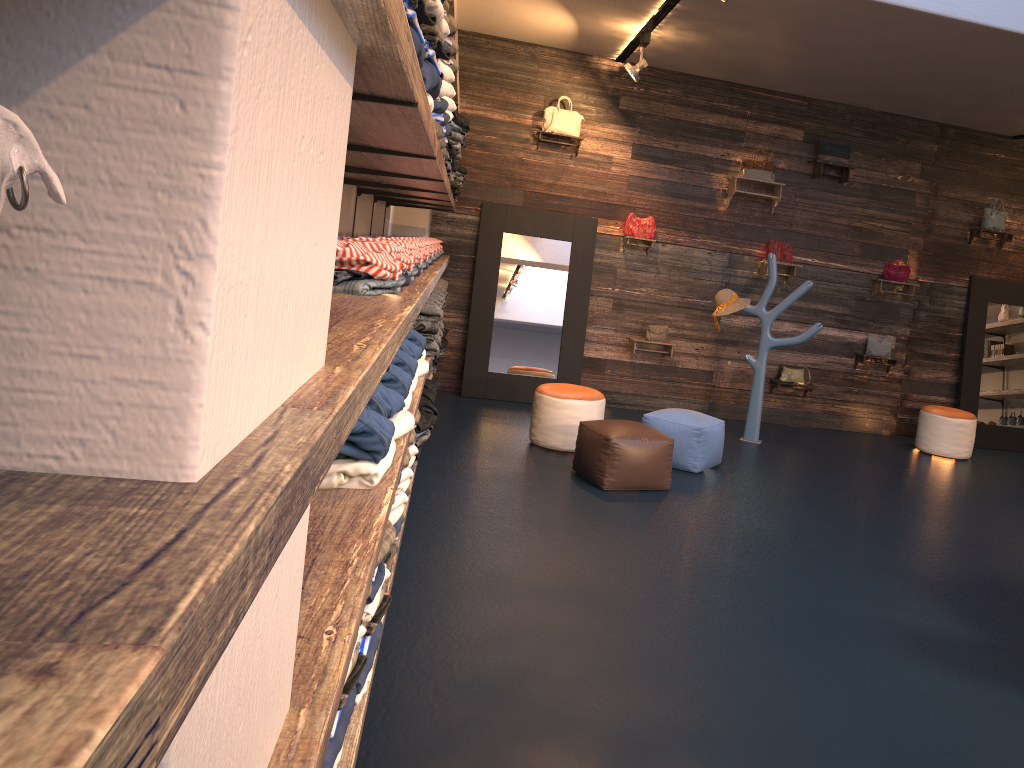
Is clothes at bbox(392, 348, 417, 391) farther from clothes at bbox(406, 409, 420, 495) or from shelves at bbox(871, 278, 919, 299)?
shelves at bbox(871, 278, 919, 299)

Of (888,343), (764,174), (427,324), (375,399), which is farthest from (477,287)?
(375,399)

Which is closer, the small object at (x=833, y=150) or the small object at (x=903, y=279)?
the small object at (x=833, y=150)

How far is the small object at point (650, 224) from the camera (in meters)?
8.60

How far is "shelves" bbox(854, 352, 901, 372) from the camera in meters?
9.0 m

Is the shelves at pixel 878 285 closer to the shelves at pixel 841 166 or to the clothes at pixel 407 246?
the shelves at pixel 841 166

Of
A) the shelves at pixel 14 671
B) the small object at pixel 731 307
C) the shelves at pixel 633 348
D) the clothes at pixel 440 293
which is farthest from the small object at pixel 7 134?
the shelves at pixel 633 348

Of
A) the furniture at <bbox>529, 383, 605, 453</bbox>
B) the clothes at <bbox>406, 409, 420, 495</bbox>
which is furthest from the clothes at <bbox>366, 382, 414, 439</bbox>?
the furniture at <bbox>529, 383, 605, 453</bbox>

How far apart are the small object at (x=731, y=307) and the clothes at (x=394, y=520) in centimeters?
547cm

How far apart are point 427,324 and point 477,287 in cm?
384
